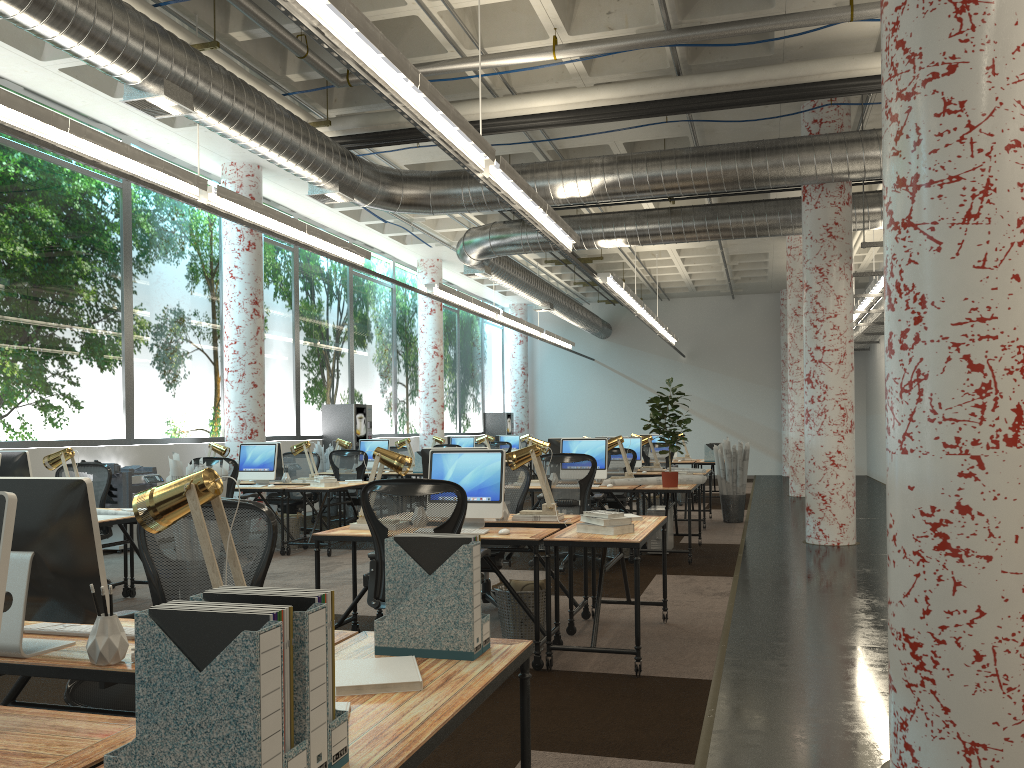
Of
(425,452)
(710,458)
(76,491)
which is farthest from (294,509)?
(76,491)

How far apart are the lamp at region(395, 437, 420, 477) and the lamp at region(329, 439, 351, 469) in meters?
0.9 m

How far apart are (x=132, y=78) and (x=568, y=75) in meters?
4.6 m

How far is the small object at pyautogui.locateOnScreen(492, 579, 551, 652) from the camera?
5.2m

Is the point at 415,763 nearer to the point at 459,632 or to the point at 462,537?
the point at 459,632

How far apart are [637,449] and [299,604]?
10.6 meters

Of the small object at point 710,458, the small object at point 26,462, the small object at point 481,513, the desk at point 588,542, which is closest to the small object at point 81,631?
the desk at point 588,542

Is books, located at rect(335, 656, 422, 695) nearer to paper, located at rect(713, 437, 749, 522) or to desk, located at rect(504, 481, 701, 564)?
desk, located at rect(504, 481, 701, 564)

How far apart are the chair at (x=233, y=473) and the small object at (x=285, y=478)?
1.26m

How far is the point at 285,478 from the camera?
10.4m
